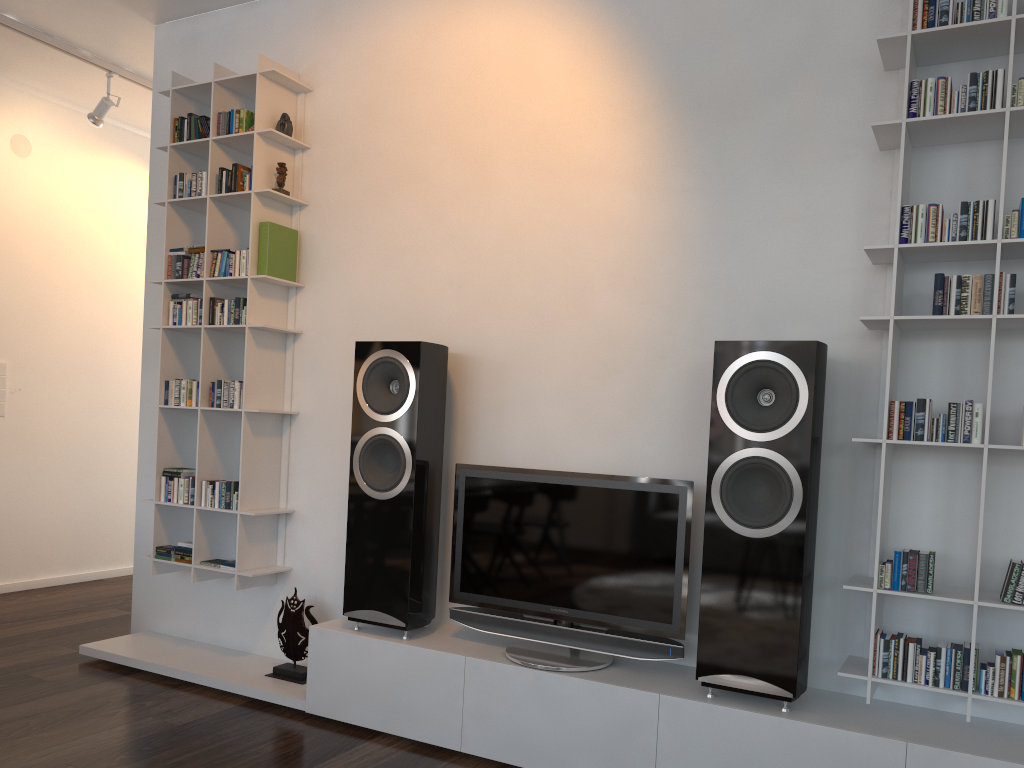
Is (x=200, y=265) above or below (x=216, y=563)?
above

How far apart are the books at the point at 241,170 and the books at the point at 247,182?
0.0m

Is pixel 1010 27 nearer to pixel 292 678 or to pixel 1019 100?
pixel 1019 100

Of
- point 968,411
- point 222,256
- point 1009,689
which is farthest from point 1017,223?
point 222,256

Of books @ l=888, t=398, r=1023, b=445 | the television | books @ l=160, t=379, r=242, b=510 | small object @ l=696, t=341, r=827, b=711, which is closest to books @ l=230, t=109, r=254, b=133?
books @ l=160, t=379, r=242, b=510

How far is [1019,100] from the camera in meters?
2.2

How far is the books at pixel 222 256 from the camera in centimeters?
353cm

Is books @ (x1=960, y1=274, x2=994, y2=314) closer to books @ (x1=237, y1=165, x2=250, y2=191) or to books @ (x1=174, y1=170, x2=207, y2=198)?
books @ (x1=237, y1=165, x2=250, y2=191)

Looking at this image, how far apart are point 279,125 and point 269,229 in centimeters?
43cm

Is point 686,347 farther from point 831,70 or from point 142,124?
point 142,124
